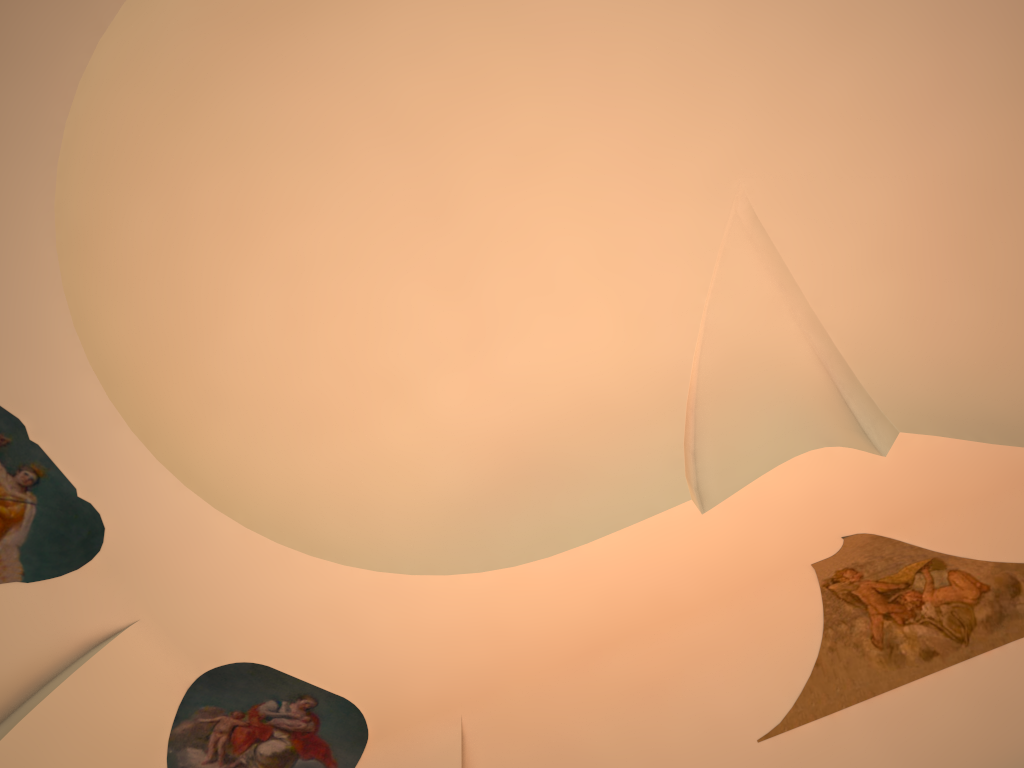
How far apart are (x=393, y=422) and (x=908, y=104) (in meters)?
4.64

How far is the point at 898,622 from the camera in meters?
6.7
